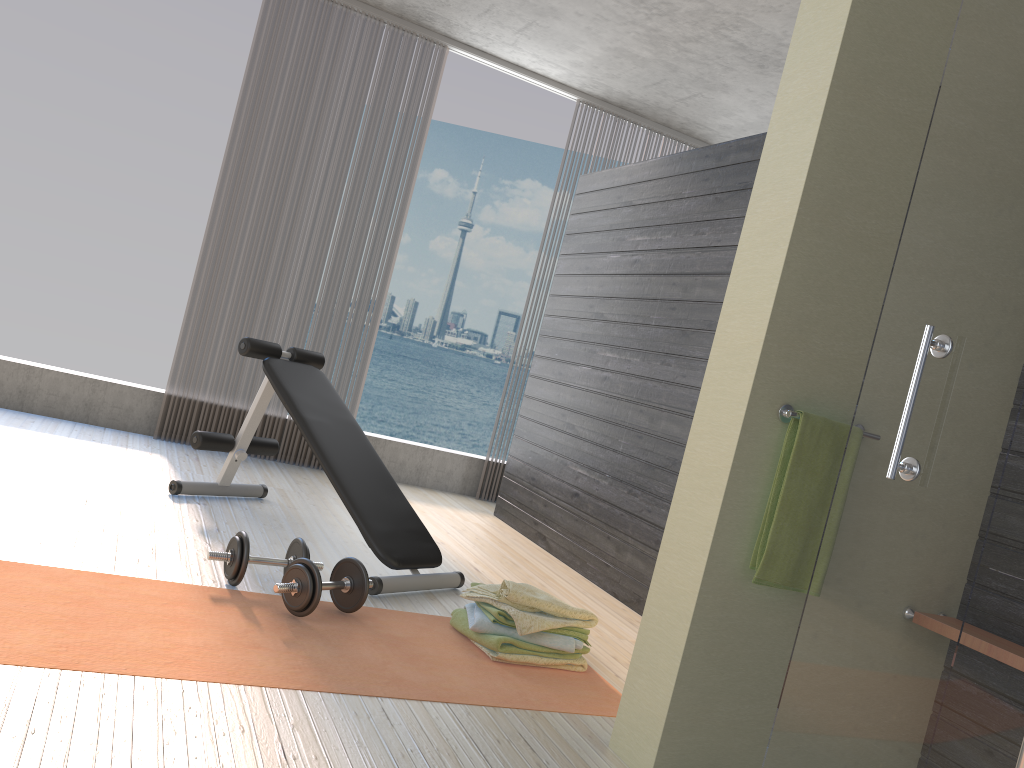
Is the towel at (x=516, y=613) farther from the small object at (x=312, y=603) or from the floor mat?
the small object at (x=312, y=603)

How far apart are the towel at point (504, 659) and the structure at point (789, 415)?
1.14m

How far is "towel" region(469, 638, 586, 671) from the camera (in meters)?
2.72

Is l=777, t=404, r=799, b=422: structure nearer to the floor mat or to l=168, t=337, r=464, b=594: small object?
the floor mat

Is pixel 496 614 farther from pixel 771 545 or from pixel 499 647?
pixel 771 545

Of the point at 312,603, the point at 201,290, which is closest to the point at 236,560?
the point at 312,603

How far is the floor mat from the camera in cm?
212

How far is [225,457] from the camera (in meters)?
5.07

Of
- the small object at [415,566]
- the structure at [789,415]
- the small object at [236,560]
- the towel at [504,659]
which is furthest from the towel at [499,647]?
the structure at [789,415]

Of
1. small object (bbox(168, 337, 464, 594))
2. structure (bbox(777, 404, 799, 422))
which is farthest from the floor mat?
structure (bbox(777, 404, 799, 422))
